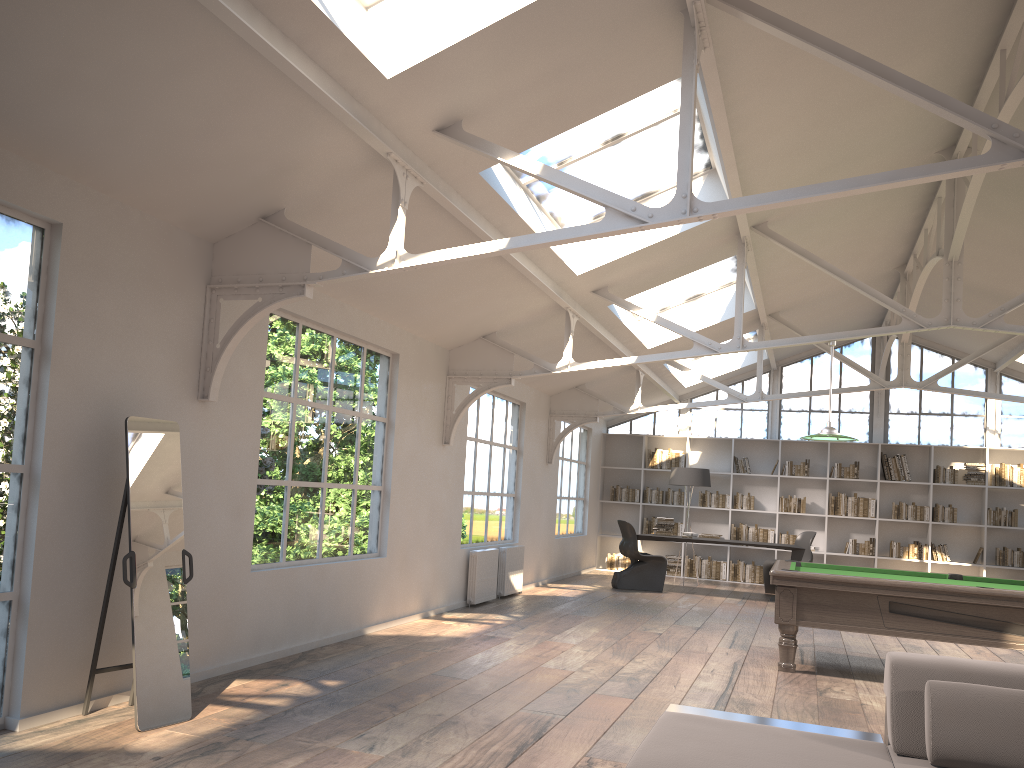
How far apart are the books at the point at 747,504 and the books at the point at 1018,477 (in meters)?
3.56

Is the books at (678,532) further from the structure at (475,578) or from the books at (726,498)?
the structure at (475,578)

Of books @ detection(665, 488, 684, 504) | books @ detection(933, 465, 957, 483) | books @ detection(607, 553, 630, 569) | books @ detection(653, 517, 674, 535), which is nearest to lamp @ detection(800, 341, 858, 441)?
books @ detection(653, 517, 674, 535)

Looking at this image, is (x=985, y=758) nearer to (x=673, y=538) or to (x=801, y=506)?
(x=673, y=538)

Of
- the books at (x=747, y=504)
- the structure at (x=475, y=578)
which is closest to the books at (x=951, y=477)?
the books at (x=747, y=504)

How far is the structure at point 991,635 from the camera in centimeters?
625cm

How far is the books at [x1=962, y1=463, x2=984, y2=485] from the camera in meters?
13.4

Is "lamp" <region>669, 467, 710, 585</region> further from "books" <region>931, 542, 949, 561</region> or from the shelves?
the shelves

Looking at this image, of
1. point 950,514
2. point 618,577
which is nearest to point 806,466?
point 950,514

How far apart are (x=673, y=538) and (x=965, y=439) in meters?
5.3
